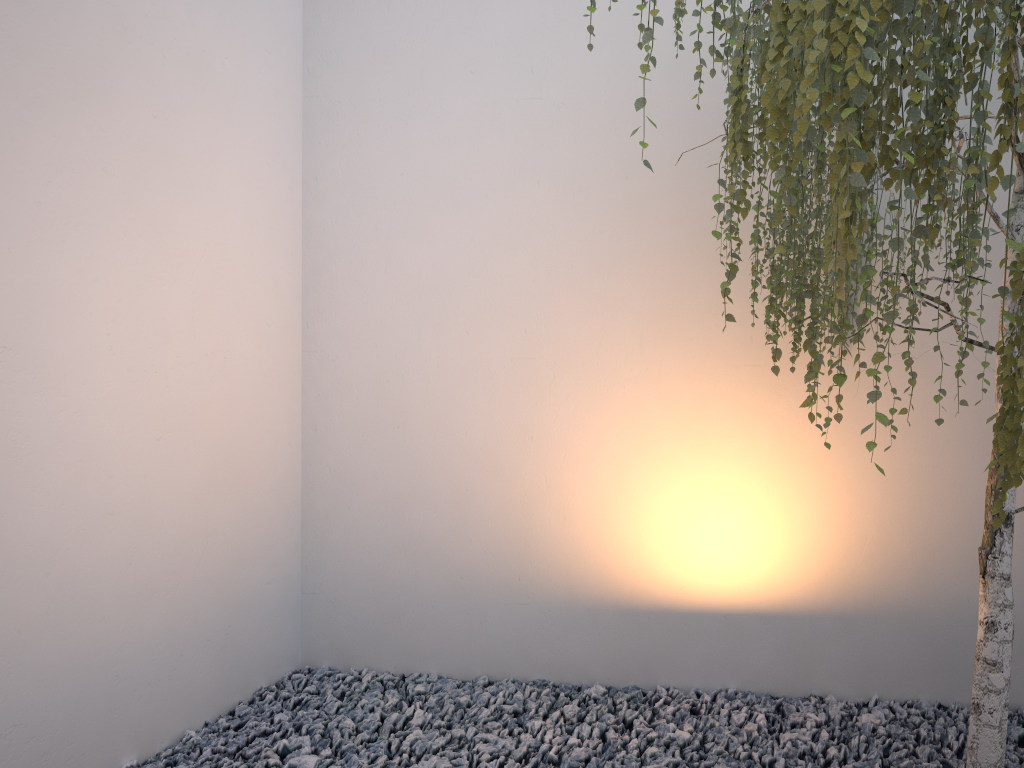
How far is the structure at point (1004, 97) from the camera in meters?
1.2

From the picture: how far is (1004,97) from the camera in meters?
1.2

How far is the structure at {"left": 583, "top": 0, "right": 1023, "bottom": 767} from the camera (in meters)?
1.21

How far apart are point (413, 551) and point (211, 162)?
1.5m
